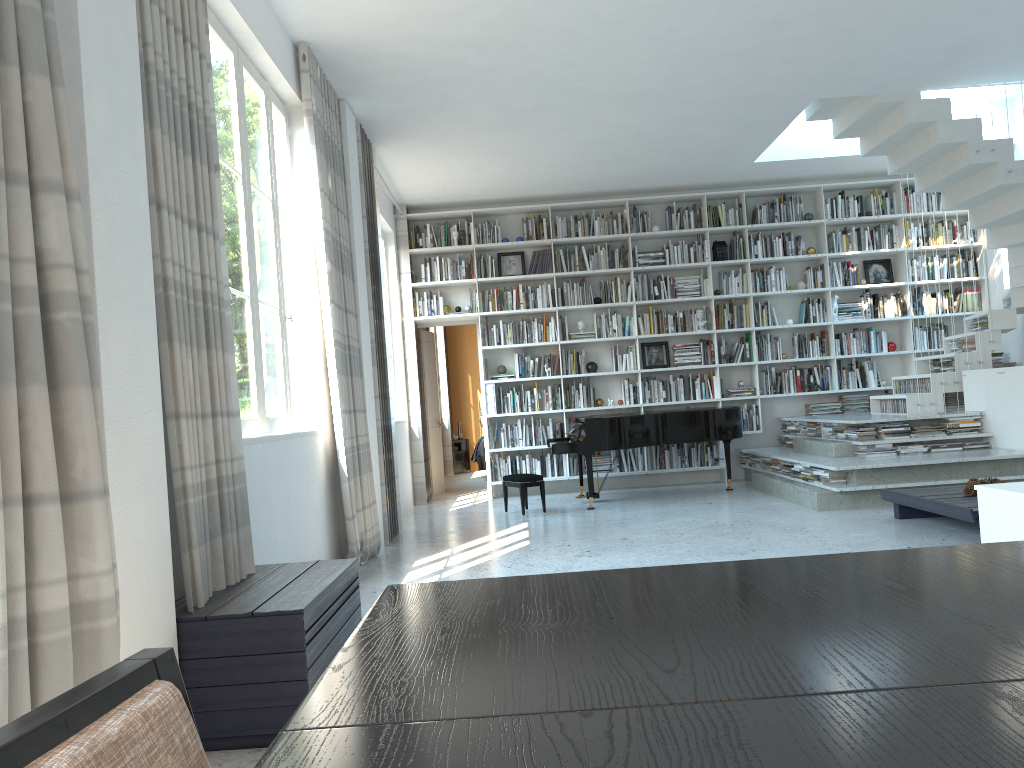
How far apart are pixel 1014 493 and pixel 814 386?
6.1 meters

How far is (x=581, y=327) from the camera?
9.68m

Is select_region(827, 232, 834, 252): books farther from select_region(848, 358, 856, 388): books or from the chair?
the chair

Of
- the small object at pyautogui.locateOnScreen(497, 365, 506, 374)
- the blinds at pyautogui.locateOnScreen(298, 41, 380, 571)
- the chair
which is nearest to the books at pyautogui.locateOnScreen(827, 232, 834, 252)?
the small object at pyautogui.locateOnScreen(497, 365, 506, 374)

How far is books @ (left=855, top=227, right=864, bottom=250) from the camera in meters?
9.6 m

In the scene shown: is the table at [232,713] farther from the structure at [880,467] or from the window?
the structure at [880,467]

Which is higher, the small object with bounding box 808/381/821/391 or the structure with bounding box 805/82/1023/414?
the structure with bounding box 805/82/1023/414

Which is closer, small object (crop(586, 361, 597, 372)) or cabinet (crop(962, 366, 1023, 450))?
cabinet (crop(962, 366, 1023, 450))

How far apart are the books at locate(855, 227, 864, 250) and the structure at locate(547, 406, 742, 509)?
2.58m

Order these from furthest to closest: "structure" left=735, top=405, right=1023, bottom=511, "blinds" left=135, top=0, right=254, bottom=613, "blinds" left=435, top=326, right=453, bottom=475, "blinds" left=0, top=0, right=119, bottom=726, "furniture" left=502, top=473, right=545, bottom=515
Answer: "blinds" left=435, top=326, right=453, bottom=475, "furniture" left=502, top=473, right=545, bottom=515, "structure" left=735, top=405, right=1023, bottom=511, "blinds" left=135, top=0, right=254, bottom=613, "blinds" left=0, top=0, right=119, bottom=726
